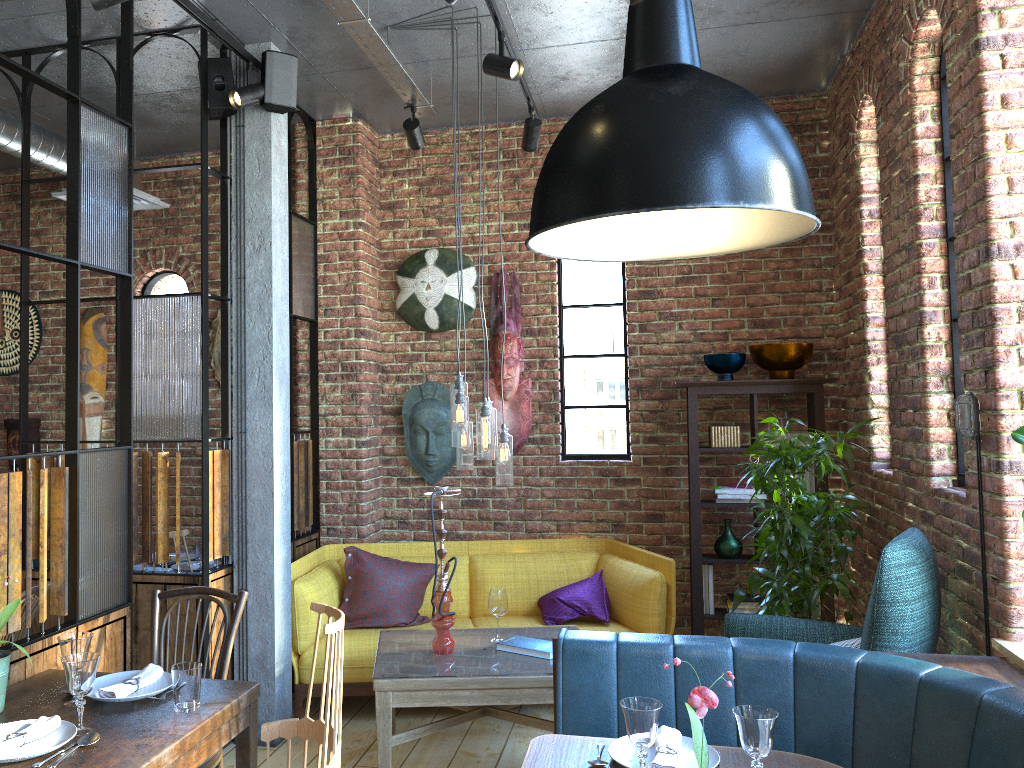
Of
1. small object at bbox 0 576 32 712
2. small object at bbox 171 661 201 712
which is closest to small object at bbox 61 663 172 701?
small object at bbox 171 661 201 712

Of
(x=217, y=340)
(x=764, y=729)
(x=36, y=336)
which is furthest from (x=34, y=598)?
(x=36, y=336)

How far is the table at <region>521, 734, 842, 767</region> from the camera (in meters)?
2.25

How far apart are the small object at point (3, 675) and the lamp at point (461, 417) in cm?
176

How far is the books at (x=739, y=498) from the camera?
4.9 meters

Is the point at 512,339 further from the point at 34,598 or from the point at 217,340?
the point at 34,598

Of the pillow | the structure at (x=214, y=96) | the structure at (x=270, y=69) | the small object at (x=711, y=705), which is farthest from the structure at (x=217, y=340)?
the small object at (x=711, y=705)

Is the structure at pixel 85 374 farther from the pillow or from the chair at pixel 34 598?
the chair at pixel 34 598

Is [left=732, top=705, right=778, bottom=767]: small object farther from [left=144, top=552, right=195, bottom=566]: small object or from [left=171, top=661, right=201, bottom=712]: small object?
[left=144, top=552, right=195, bottom=566]: small object

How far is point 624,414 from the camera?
5.4 meters
